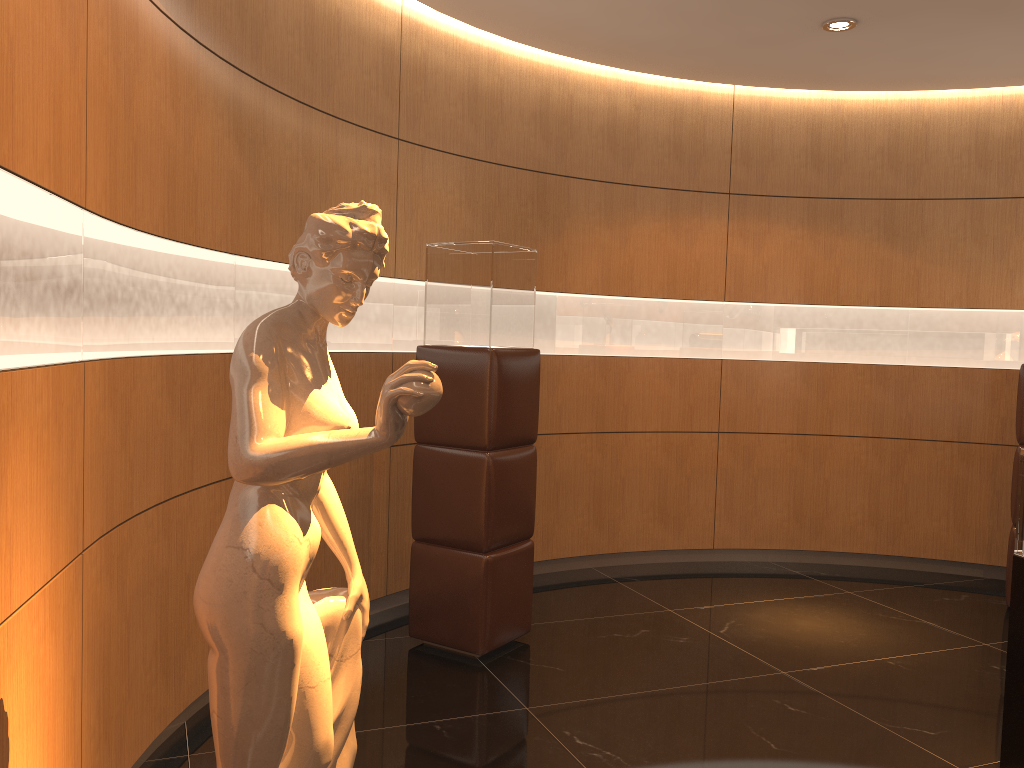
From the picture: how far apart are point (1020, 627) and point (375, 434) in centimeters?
255cm

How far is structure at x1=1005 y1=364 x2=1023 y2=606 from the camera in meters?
5.3

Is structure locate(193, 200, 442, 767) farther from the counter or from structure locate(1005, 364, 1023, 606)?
structure locate(1005, 364, 1023, 606)

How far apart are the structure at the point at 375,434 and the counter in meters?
2.3 m

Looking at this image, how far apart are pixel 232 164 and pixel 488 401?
1.5m

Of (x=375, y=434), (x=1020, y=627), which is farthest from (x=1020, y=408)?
(x=375, y=434)

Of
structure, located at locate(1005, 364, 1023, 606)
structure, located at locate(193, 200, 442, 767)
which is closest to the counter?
structure, located at locate(193, 200, 442, 767)

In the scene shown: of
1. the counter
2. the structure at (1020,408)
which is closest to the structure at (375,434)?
the counter

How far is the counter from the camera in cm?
307

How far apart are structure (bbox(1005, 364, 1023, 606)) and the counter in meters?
2.5
